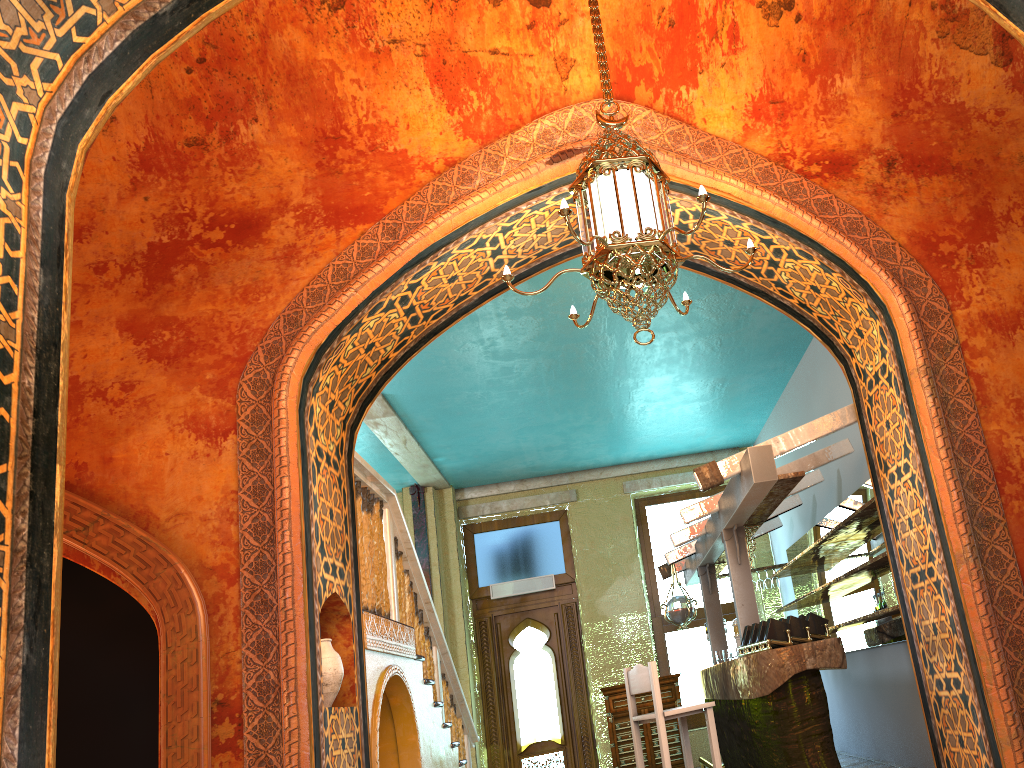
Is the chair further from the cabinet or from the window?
the window

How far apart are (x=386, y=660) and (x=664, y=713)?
1.99m

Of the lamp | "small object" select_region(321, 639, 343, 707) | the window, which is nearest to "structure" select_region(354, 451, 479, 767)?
"small object" select_region(321, 639, 343, 707)

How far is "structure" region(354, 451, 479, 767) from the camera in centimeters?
629cm

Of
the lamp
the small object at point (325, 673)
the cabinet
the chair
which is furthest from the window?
the lamp

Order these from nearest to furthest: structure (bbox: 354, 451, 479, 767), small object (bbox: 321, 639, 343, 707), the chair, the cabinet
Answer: small object (bbox: 321, 639, 343, 707)
the chair
structure (bbox: 354, 451, 479, 767)
the cabinet

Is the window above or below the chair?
above

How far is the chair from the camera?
6.09m

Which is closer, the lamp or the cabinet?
the lamp

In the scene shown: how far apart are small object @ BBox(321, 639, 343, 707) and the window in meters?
7.7
